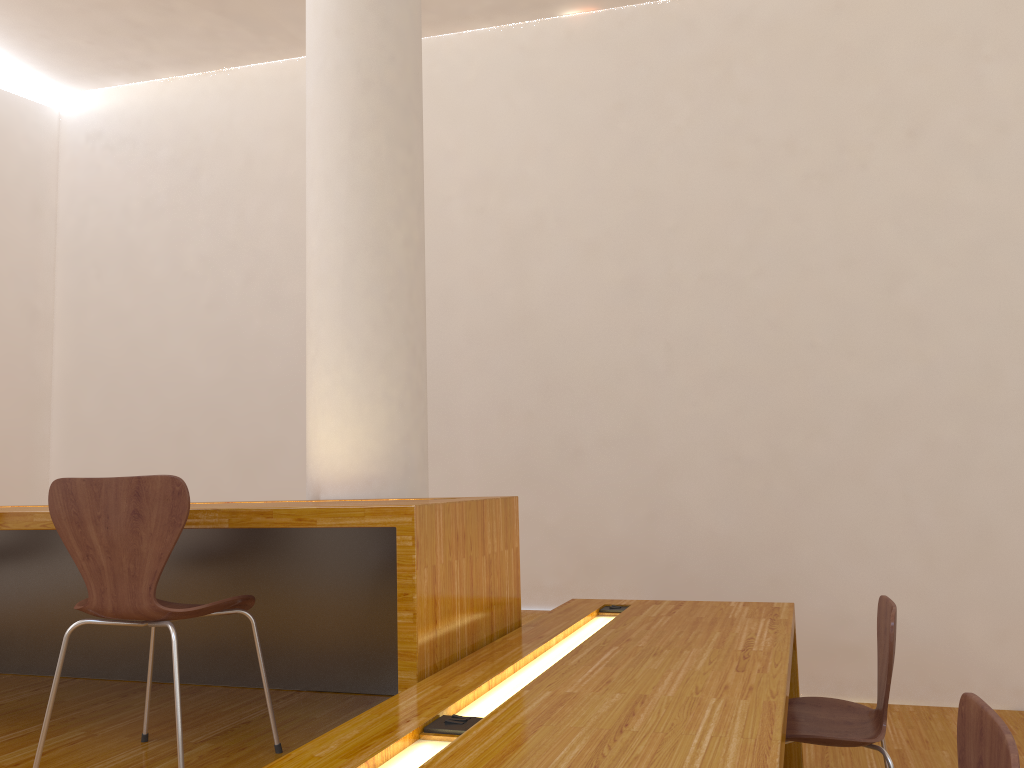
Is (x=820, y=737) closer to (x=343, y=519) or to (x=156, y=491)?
(x=343, y=519)

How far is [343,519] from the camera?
2.1m

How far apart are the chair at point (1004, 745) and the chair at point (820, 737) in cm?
75

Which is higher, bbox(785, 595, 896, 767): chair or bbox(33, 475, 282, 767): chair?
bbox(33, 475, 282, 767): chair

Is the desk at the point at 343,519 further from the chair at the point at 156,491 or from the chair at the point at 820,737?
the chair at the point at 820,737

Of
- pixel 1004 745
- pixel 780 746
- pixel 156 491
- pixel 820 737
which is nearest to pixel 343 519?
pixel 156 491

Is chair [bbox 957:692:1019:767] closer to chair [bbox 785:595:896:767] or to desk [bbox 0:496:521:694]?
chair [bbox 785:595:896:767]

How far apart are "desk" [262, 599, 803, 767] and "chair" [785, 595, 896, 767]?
0.17m

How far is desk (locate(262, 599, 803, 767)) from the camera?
1.4 meters

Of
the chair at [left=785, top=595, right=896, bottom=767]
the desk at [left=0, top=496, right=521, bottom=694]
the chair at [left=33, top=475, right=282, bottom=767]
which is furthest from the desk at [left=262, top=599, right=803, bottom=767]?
the chair at [left=33, top=475, right=282, bottom=767]
